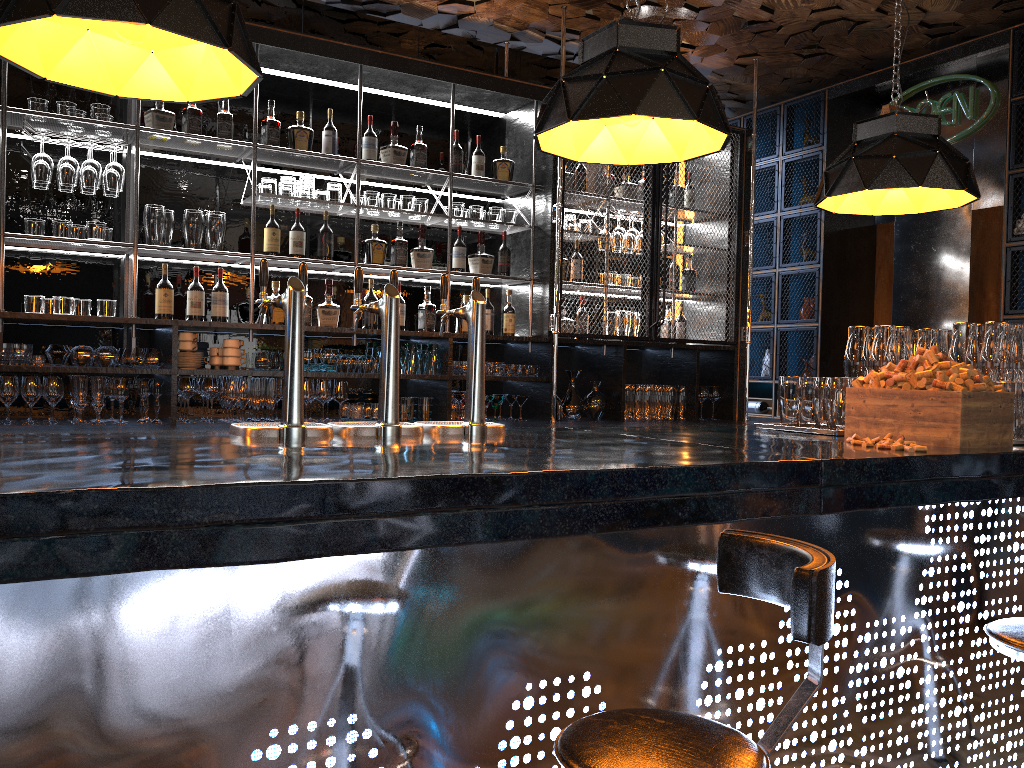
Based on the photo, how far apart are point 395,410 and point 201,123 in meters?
2.7 m

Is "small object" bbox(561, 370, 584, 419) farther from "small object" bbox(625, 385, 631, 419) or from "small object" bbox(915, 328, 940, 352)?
"small object" bbox(915, 328, 940, 352)

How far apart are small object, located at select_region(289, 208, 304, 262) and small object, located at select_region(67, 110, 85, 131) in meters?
1.1 m

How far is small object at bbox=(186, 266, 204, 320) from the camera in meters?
4.6 m

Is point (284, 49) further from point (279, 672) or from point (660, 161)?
point (279, 672)

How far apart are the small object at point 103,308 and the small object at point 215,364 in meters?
0.5

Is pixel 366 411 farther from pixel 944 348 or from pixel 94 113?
pixel 944 348

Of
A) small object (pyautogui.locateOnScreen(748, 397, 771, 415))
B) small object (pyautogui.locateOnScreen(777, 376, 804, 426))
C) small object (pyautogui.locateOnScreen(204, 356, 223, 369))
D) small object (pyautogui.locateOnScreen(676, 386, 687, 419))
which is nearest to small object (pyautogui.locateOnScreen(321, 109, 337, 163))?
small object (pyautogui.locateOnScreen(204, 356, 223, 369))

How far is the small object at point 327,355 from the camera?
4.74m

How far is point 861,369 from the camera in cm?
354
